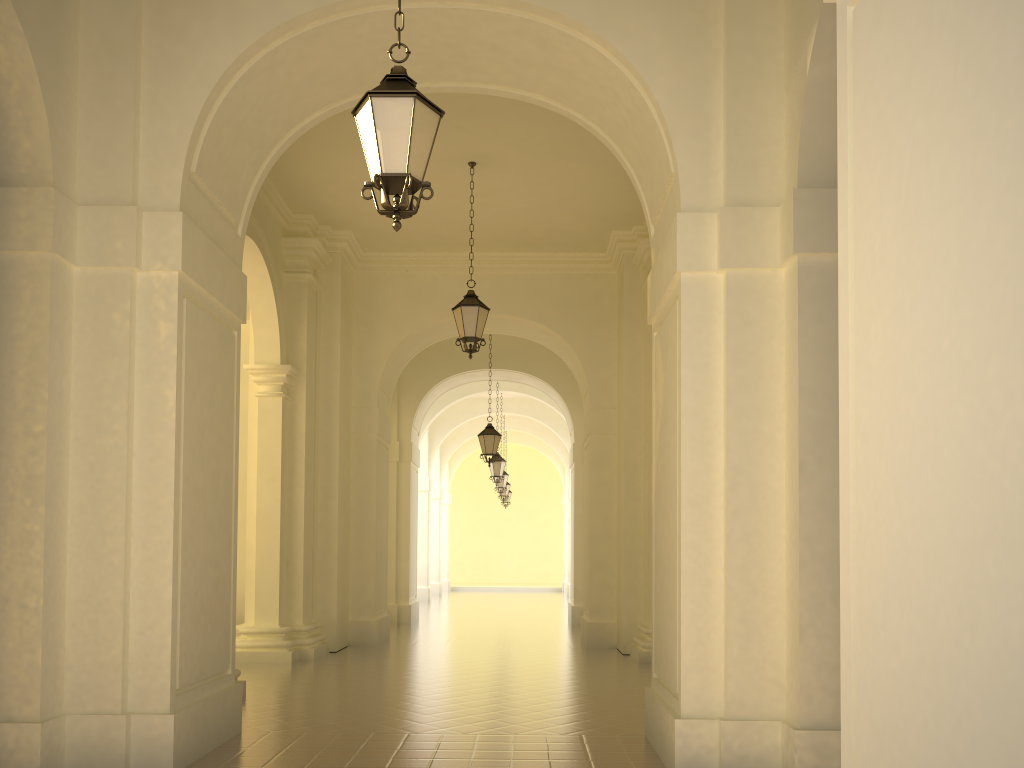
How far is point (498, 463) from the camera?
22.49m

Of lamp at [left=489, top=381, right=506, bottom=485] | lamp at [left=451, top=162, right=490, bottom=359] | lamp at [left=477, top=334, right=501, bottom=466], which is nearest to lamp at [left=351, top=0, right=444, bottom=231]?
lamp at [left=451, top=162, right=490, bottom=359]

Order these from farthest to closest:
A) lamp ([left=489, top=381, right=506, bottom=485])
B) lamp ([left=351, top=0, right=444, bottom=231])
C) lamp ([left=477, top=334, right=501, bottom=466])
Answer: Answer: 1. lamp ([left=489, top=381, right=506, bottom=485])
2. lamp ([left=477, top=334, right=501, bottom=466])
3. lamp ([left=351, top=0, right=444, bottom=231])

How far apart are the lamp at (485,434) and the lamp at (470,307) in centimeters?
626cm

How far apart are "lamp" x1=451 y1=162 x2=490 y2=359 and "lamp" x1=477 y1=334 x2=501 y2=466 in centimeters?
626cm

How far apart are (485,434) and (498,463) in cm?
507

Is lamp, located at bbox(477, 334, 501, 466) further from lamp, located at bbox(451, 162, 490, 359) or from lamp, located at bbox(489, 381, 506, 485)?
lamp, located at bbox(451, 162, 490, 359)

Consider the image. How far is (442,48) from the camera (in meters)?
7.50

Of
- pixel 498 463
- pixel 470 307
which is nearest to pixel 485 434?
pixel 498 463

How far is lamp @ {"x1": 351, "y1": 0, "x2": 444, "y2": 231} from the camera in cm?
479
